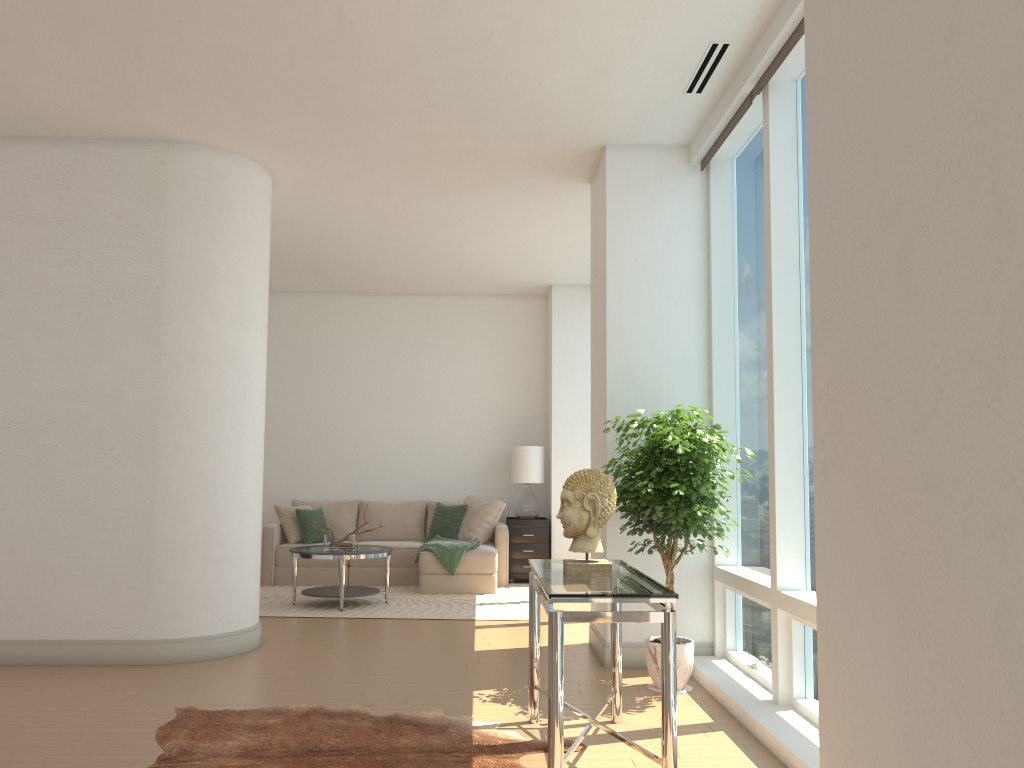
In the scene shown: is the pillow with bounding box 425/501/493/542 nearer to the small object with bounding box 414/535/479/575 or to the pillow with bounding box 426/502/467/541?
the pillow with bounding box 426/502/467/541

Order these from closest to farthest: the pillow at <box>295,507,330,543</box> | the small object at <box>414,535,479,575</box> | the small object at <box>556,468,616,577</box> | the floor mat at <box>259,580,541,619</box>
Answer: the small object at <box>556,468,616,577</box>
the floor mat at <box>259,580,541,619</box>
the small object at <box>414,535,479,575</box>
the pillow at <box>295,507,330,543</box>

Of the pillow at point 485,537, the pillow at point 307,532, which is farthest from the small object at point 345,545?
the pillow at point 485,537

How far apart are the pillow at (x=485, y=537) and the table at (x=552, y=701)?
5.3 meters

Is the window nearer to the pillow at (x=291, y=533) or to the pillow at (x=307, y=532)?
the pillow at (x=307, y=532)

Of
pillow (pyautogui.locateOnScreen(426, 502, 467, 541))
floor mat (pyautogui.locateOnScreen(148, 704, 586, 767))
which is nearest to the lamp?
pillow (pyautogui.locateOnScreen(426, 502, 467, 541))

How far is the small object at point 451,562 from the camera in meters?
8.8 m

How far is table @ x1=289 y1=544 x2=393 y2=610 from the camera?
7.70m

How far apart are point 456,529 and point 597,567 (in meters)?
6.26

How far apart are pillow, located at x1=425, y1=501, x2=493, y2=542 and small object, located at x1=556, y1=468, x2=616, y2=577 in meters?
6.7 m
